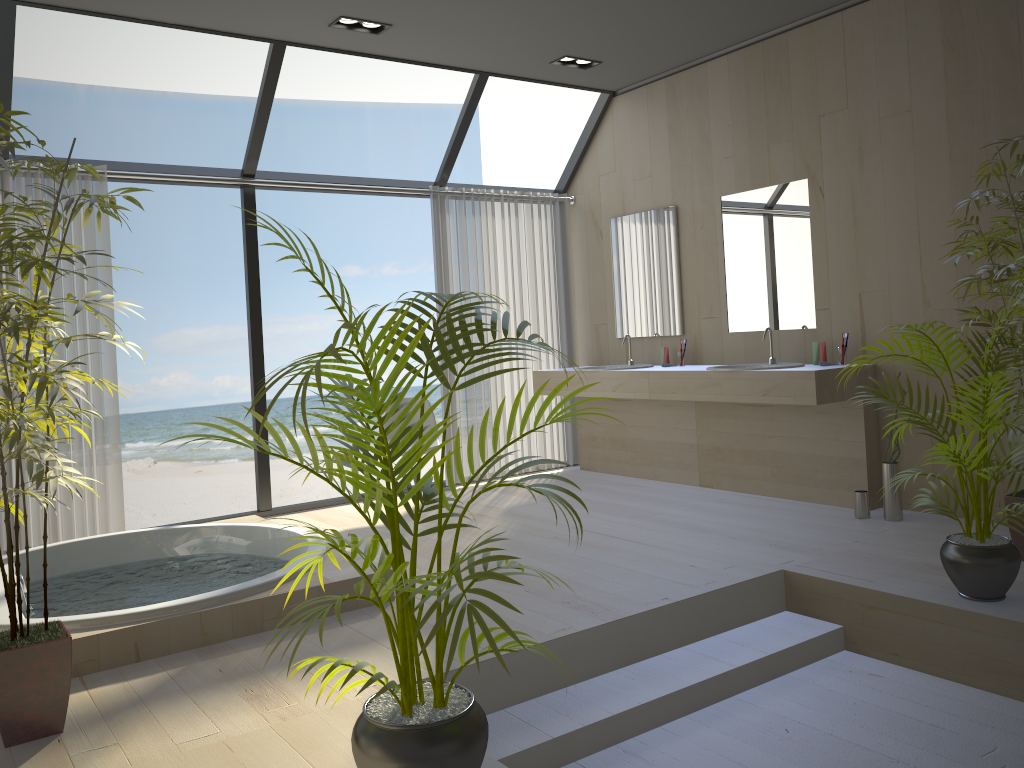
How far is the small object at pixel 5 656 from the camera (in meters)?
2.39

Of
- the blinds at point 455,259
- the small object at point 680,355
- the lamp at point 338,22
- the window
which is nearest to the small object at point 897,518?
the small object at point 680,355

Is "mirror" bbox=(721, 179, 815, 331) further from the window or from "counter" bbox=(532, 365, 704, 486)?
the window

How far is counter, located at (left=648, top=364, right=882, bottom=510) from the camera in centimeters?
468cm

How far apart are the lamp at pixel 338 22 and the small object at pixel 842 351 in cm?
301

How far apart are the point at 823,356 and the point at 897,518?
0.95m

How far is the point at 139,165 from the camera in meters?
5.1

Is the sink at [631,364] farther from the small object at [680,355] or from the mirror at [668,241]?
the small object at [680,355]

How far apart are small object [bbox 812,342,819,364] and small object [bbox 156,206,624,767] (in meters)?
3.20

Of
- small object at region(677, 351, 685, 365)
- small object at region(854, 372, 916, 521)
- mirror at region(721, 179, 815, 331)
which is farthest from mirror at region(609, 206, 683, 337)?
small object at region(854, 372, 916, 521)
